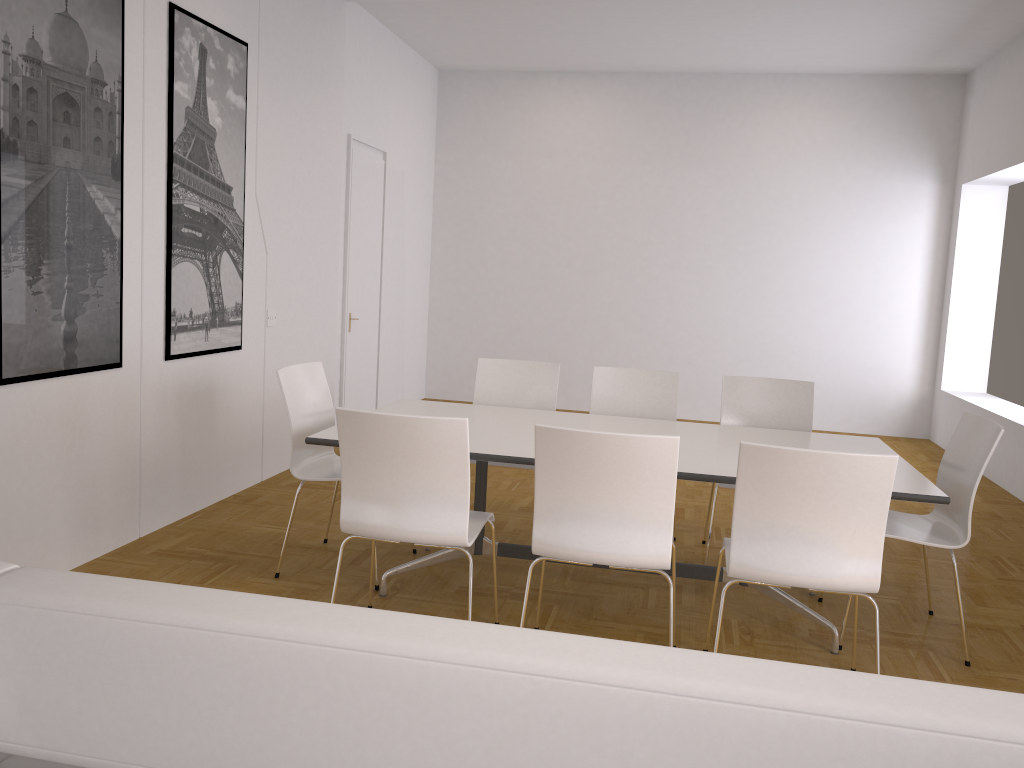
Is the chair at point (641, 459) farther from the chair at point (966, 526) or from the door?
the door

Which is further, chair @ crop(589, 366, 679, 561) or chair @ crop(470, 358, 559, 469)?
chair @ crop(470, 358, 559, 469)

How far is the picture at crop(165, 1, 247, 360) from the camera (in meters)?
4.50

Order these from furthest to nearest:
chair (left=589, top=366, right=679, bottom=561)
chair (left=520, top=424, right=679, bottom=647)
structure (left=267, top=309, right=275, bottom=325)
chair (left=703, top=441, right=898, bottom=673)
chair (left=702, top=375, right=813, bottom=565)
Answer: structure (left=267, top=309, right=275, bottom=325) < chair (left=589, top=366, right=679, bottom=561) < chair (left=702, top=375, right=813, bottom=565) < chair (left=520, top=424, right=679, bottom=647) < chair (left=703, top=441, right=898, bottom=673)

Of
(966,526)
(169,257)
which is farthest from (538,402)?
(966,526)

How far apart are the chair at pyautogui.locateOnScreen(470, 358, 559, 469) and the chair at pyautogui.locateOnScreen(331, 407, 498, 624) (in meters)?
1.47

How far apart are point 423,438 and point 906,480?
1.8 meters

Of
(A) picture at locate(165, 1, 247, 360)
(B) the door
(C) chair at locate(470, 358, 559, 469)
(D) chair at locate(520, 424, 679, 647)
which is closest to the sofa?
(D) chair at locate(520, 424, 679, 647)

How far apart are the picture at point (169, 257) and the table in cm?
118

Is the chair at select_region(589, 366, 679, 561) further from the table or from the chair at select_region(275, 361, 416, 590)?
the chair at select_region(275, 361, 416, 590)
